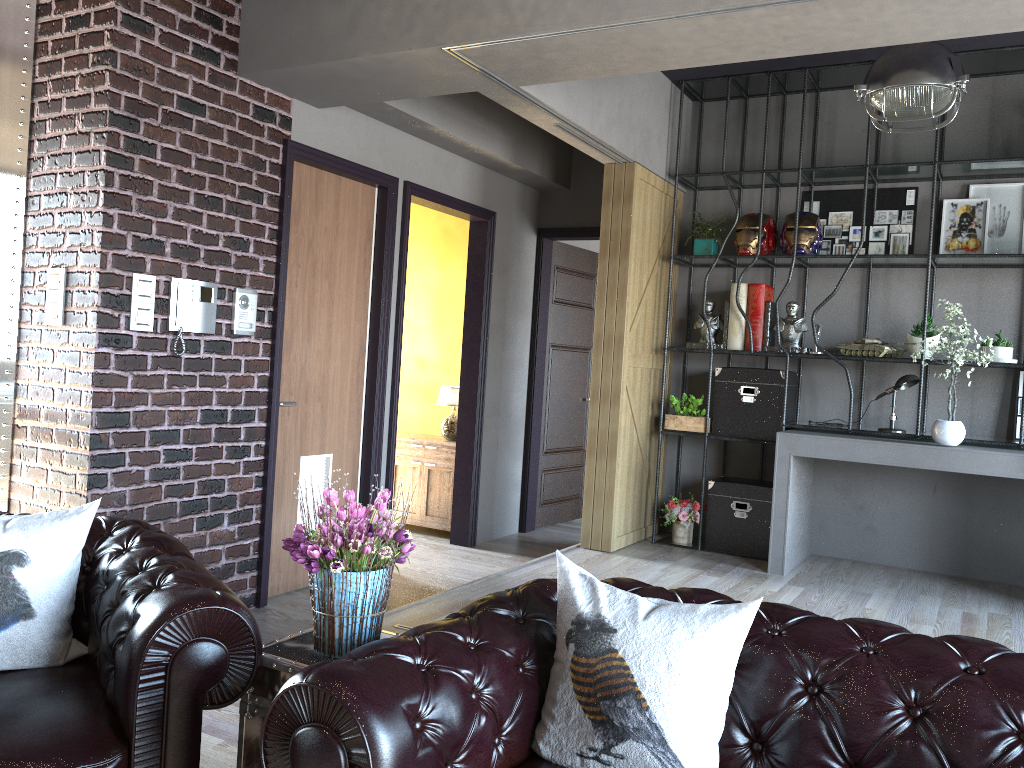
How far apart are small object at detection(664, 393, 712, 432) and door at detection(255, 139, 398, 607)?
2.0m

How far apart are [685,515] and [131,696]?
4.6 meters

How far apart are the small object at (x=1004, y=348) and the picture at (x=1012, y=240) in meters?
0.6

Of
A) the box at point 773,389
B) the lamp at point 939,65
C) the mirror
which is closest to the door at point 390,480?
the box at point 773,389

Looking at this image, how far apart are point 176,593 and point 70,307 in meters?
2.2 m

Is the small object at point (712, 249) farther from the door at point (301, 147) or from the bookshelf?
the door at point (301, 147)

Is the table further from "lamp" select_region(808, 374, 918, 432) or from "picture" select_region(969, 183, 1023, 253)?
"picture" select_region(969, 183, 1023, 253)

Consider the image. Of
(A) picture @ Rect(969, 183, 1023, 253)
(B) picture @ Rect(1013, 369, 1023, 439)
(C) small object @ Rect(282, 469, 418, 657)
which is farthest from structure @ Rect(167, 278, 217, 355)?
(B) picture @ Rect(1013, 369, 1023, 439)

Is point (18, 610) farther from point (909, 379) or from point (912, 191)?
point (912, 191)

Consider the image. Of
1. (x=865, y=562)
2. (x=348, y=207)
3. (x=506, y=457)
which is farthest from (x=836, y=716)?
(x=506, y=457)
